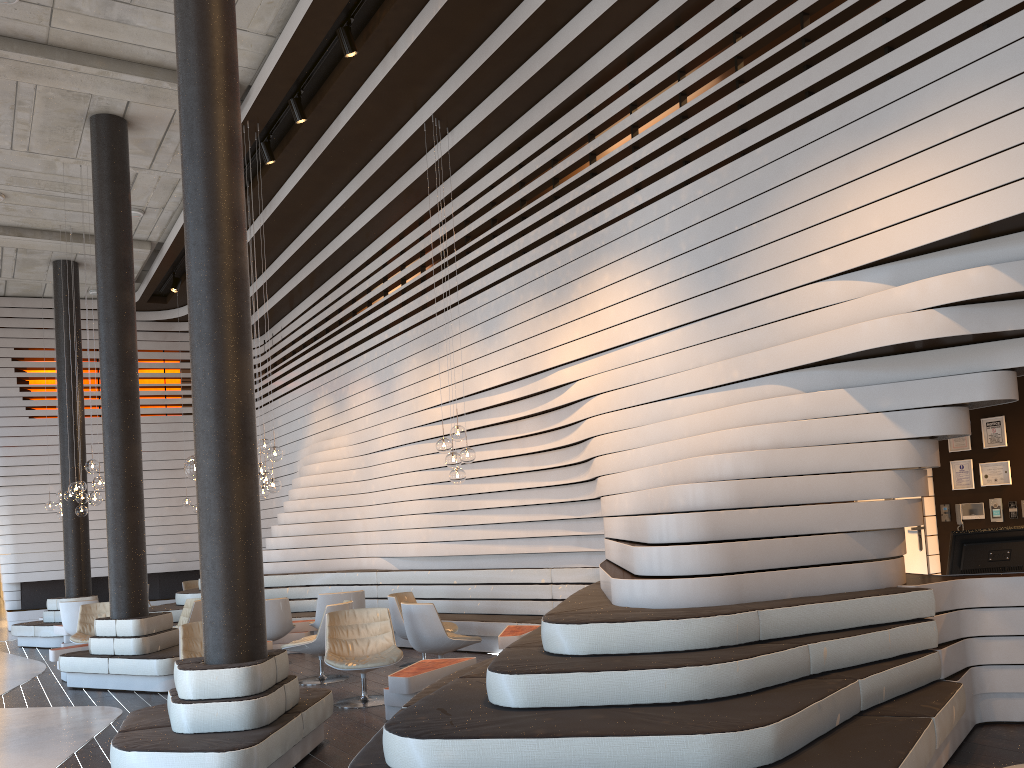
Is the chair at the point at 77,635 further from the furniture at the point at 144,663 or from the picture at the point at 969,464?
the picture at the point at 969,464

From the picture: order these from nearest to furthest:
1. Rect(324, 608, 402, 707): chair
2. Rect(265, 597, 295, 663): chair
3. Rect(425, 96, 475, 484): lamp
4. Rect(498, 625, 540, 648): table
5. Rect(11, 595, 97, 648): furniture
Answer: Rect(324, 608, 402, 707): chair → Rect(498, 625, 540, 648): table → Rect(425, 96, 475, 484): lamp → Rect(265, 597, 295, 663): chair → Rect(11, 595, 97, 648): furniture

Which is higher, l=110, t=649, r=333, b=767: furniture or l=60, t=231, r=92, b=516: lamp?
l=60, t=231, r=92, b=516: lamp

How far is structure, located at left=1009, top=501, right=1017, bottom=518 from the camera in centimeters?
746cm

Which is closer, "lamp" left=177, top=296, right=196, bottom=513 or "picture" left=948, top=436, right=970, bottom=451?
"picture" left=948, top=436, right=970, bottom=451

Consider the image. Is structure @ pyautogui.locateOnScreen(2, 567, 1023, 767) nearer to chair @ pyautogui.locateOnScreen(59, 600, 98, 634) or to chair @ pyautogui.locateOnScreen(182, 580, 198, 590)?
chair @ pyautogui.locateOnScreen(59, 600, 98, 634)

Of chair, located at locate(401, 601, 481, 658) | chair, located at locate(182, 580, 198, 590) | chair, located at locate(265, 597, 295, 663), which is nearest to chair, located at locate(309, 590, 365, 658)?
chair, located at locate(265, 597, 295, 663)

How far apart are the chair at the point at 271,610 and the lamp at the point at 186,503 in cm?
640

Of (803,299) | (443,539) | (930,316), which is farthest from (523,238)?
(930,316)

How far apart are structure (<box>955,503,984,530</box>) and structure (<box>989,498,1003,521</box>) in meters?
0.1
